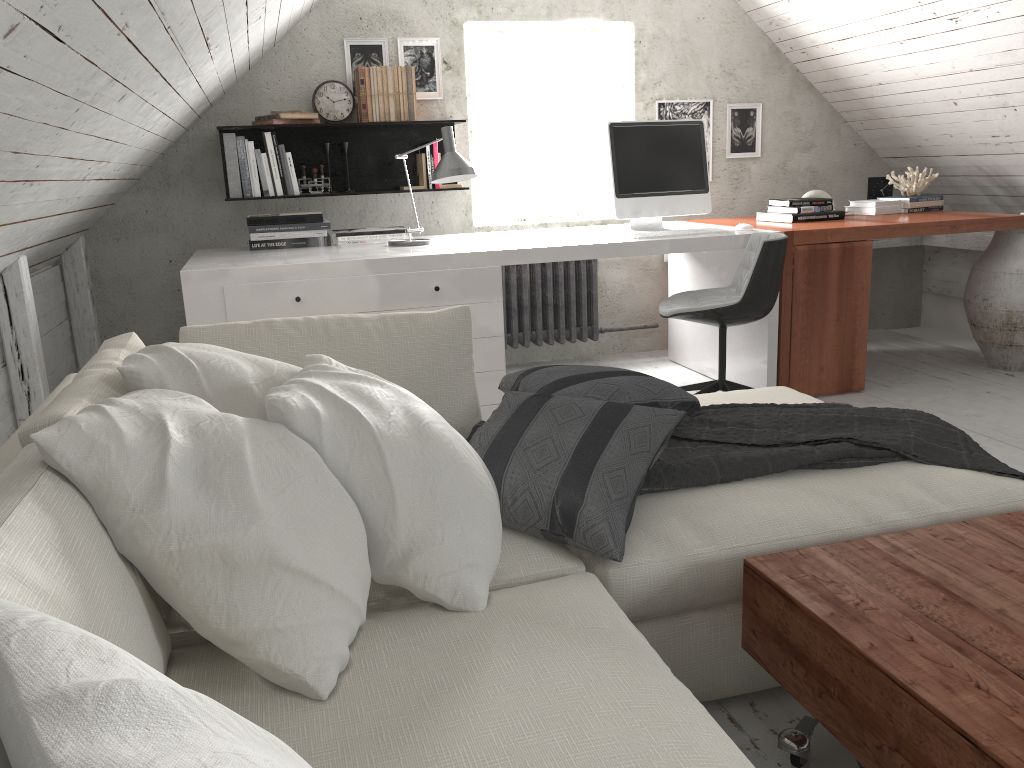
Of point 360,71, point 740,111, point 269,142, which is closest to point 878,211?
point 740,111

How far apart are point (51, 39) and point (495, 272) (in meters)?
2.17

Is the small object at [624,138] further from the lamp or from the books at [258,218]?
the books at [258,218]

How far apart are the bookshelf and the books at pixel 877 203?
2.12m

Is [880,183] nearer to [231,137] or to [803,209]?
[803,209]

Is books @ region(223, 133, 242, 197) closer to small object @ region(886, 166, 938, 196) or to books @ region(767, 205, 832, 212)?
books @ region(767, 205, 832, 212)

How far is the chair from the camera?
3.3m

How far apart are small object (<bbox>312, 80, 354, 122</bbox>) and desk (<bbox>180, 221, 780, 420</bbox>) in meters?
0.8

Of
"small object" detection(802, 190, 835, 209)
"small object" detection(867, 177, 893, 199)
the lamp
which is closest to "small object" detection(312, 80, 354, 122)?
the lamp

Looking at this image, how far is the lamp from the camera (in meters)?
3.49
